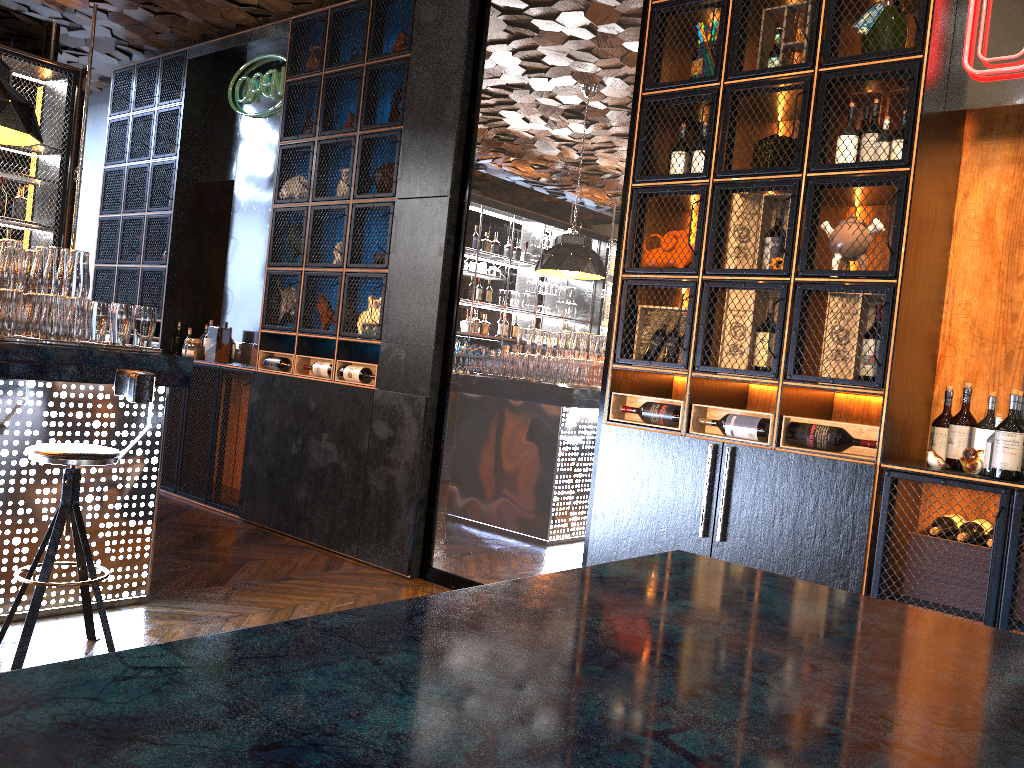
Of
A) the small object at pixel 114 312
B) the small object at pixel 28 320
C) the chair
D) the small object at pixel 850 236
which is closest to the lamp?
the small object at pixel 28 320

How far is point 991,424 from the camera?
3.3 meters

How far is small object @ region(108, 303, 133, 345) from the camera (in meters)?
4.03

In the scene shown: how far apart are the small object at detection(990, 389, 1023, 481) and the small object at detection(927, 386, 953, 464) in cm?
33

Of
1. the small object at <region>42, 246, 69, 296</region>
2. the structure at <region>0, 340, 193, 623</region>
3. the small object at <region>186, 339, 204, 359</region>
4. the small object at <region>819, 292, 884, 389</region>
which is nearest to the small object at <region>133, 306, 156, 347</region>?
the structure at <region>0, 340, 193, 623</region>

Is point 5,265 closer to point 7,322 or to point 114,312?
point 7,322

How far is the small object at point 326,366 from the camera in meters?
5.7

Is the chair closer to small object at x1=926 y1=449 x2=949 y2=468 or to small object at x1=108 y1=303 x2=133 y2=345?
small object at x1=108 y1=303 x2=133 y2=345

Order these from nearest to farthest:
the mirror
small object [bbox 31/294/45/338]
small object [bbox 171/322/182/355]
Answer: small object [bbox 31/294/45/338] → the mirror → small object [bbox 171/322/182/355]

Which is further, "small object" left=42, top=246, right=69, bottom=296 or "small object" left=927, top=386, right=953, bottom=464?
"small object" left=42, top=246, right=69, bottom=296
